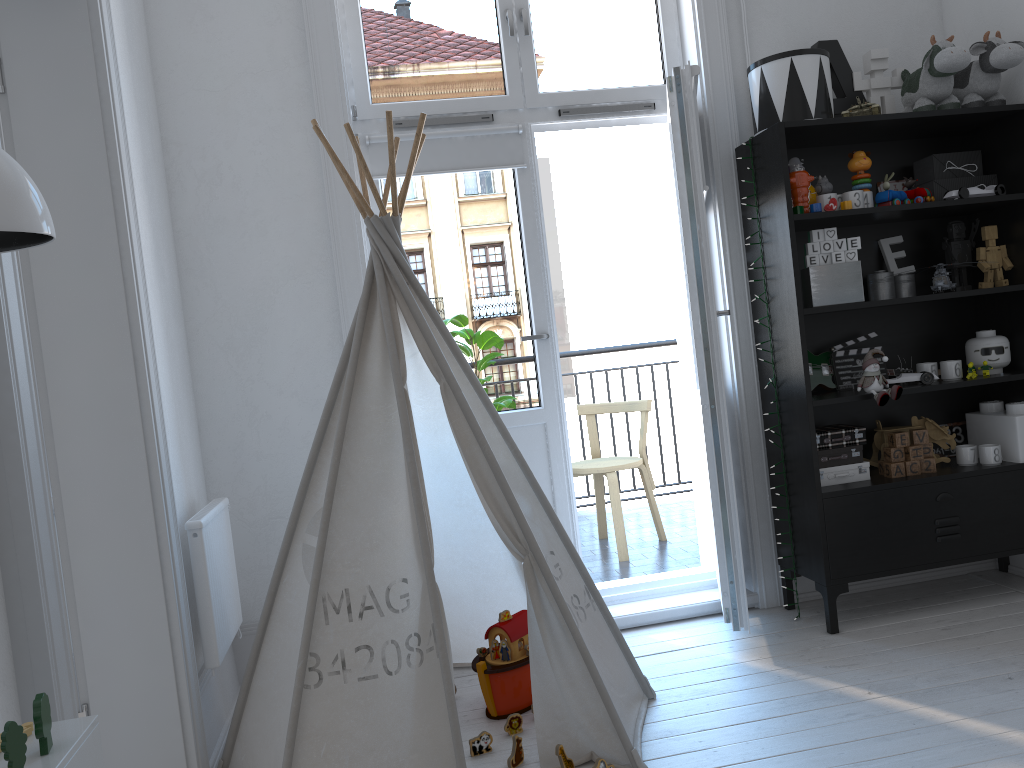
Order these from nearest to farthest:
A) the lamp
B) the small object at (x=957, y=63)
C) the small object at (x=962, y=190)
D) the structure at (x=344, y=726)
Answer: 1. the lamp
2. the structure at (x=344, y=726)
3. the small object at (x=957, y=63)
4. the small object at (x=962, y=190)

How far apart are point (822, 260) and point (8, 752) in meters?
2.7 m

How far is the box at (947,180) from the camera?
3.1 meters

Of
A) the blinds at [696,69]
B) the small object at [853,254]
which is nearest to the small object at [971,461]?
the small object at [853,254]

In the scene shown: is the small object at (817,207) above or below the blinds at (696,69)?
below

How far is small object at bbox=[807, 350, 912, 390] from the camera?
3.2 meters

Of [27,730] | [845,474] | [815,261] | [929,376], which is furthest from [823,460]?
[27,730]

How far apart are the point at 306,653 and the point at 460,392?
0.7m

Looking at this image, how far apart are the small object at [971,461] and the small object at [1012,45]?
1.18m

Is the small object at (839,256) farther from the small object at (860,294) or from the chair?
the chair
